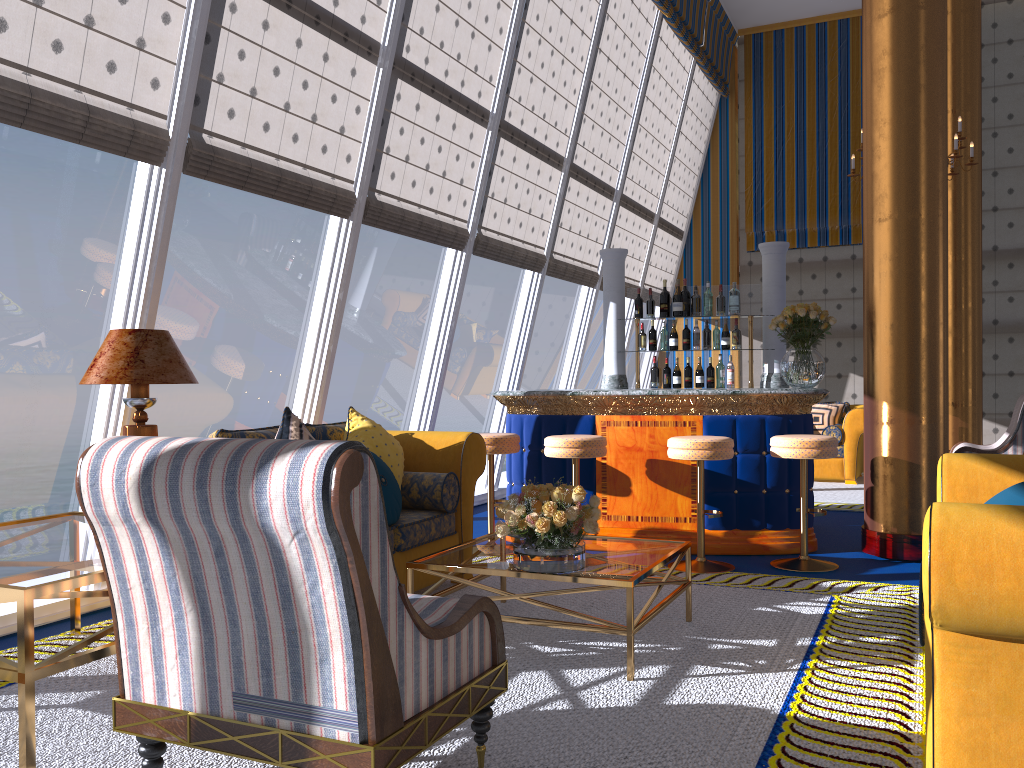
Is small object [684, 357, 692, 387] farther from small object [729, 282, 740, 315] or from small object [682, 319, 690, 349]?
small object [729, 282, 740, 315]

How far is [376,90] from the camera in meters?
5.6

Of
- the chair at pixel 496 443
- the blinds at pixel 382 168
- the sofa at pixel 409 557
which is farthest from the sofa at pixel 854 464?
the sofa at pixel 409 557

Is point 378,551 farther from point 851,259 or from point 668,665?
point 851,259

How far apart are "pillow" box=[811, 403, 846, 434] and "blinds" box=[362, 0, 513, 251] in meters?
5.0 m

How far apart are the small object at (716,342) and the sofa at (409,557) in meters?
2.6

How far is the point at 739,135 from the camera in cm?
1217

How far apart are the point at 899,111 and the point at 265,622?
5.0m

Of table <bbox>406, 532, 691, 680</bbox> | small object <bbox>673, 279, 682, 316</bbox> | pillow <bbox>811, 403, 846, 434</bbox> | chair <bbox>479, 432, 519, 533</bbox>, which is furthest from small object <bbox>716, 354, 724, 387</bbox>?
pillow <bbox>811, 403, 846, 434</bbox>

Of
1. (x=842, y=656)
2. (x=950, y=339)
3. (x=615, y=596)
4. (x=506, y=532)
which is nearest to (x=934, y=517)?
(x=842, y=656)
